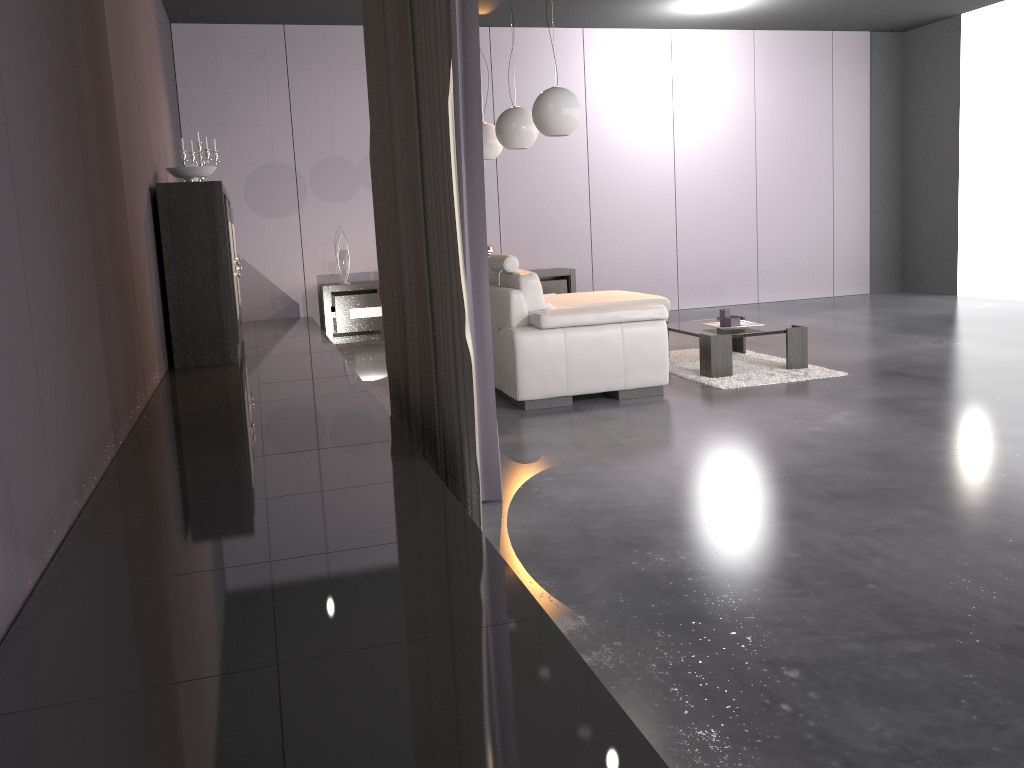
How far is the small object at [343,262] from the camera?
8.4m

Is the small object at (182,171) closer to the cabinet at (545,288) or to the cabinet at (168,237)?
the cabinet at (168,237)

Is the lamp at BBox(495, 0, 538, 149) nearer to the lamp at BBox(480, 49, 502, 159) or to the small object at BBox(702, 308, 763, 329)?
the lamp at BBox(480, 49, 502, 159)

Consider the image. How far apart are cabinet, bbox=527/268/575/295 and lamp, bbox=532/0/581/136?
3.51m

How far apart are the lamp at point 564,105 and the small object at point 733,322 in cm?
160

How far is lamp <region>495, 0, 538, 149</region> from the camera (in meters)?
6.02

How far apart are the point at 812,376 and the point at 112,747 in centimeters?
481cm

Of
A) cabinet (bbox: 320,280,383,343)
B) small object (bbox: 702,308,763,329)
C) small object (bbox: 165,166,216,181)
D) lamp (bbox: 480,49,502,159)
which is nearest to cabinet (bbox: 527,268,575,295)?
cabinet (bbox: 320,280,383,343)

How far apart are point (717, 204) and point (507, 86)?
2.7 meters

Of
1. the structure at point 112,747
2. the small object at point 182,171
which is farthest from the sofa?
the small object at point 182,171
